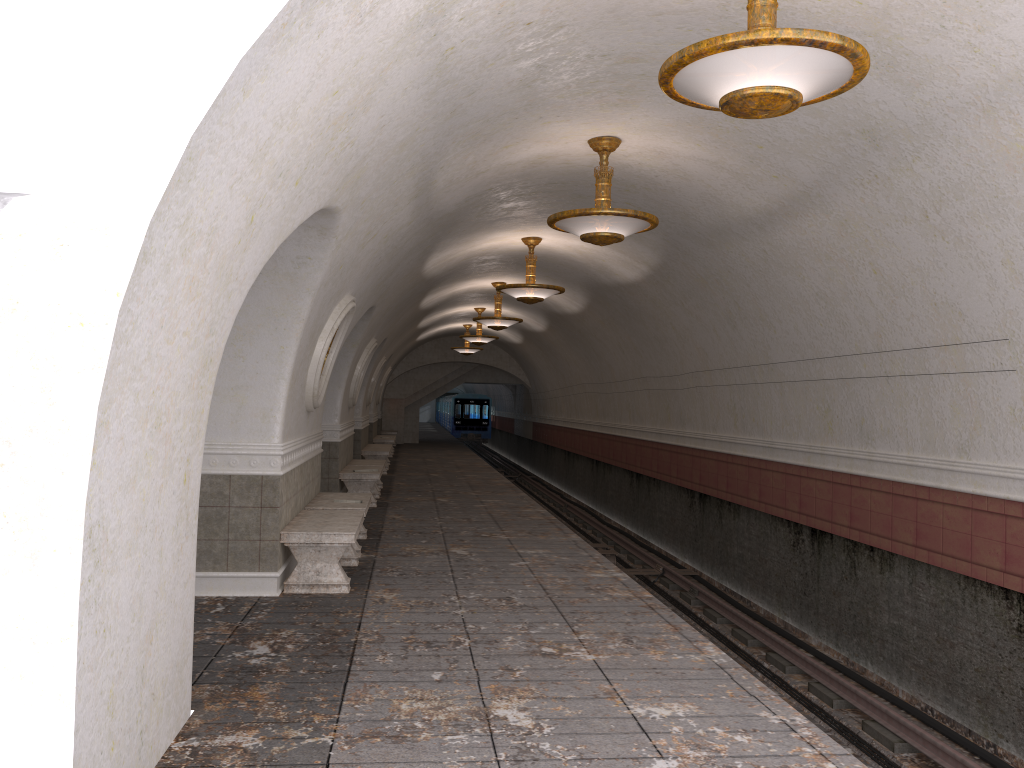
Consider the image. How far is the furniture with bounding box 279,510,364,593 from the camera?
7.3m

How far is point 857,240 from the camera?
7.7m

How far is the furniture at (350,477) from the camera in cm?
1323

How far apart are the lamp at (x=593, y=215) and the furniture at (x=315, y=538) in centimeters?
318cm

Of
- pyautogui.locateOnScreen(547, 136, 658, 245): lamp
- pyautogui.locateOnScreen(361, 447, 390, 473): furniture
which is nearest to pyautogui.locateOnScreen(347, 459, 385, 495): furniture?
pyautogui.locateOnScreen(361, 447, 390, 473): furniture

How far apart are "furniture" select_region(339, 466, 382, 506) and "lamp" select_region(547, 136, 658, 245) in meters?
6.3

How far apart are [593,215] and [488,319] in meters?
9.7

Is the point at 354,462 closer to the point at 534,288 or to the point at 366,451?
the point at 366,451

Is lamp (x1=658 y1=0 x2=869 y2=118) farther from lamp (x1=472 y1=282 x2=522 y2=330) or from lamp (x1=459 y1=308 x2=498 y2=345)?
lamp (x1=459 y1=308 x2=498 y2=345)

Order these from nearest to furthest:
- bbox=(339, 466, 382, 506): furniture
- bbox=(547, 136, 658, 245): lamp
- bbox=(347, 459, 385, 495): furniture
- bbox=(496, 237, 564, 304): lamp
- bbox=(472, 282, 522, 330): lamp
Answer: bbox=(547, 136, 658, 245): lamp
bbox=(496, 237, 564, 304): lamp
bbox=(339, 466, 382, 506): furniture
bbox=(347, 459, 385, 495): furniture
bbox=(472, 282, 522, 330): lamp
